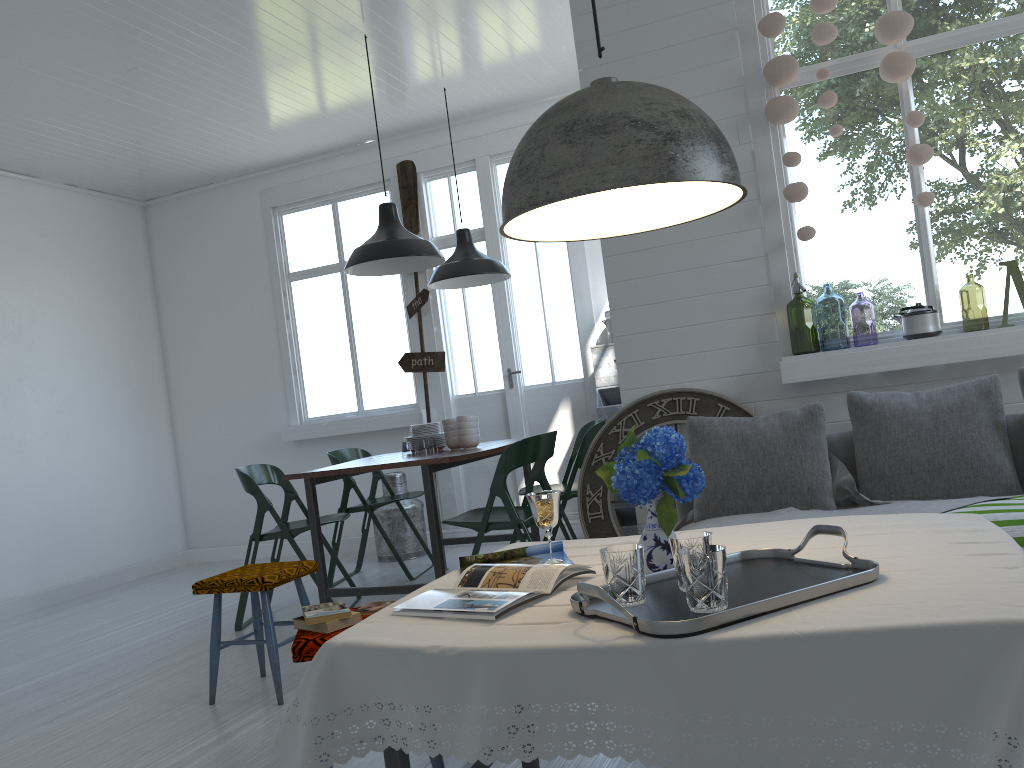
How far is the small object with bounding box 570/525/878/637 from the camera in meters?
1.6

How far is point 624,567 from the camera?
1.8 meters

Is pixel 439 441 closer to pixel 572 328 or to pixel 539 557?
pixel 572 328

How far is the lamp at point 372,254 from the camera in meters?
5.4

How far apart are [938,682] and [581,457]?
4.1m

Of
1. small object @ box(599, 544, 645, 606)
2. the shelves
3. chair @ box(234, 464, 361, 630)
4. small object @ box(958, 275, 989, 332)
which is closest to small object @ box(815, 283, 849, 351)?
small object @ box(958, 275, 989, 332)

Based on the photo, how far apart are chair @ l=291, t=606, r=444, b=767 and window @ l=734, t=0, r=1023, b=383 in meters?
2.6 m

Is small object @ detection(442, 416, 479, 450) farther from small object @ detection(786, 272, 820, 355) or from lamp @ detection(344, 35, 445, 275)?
small object @ detection(786, 272, 820, 355)

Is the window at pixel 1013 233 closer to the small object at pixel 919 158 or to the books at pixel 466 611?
the small object at pixel 919 158

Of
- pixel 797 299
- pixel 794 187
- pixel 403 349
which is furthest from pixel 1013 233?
pixel 403 349
